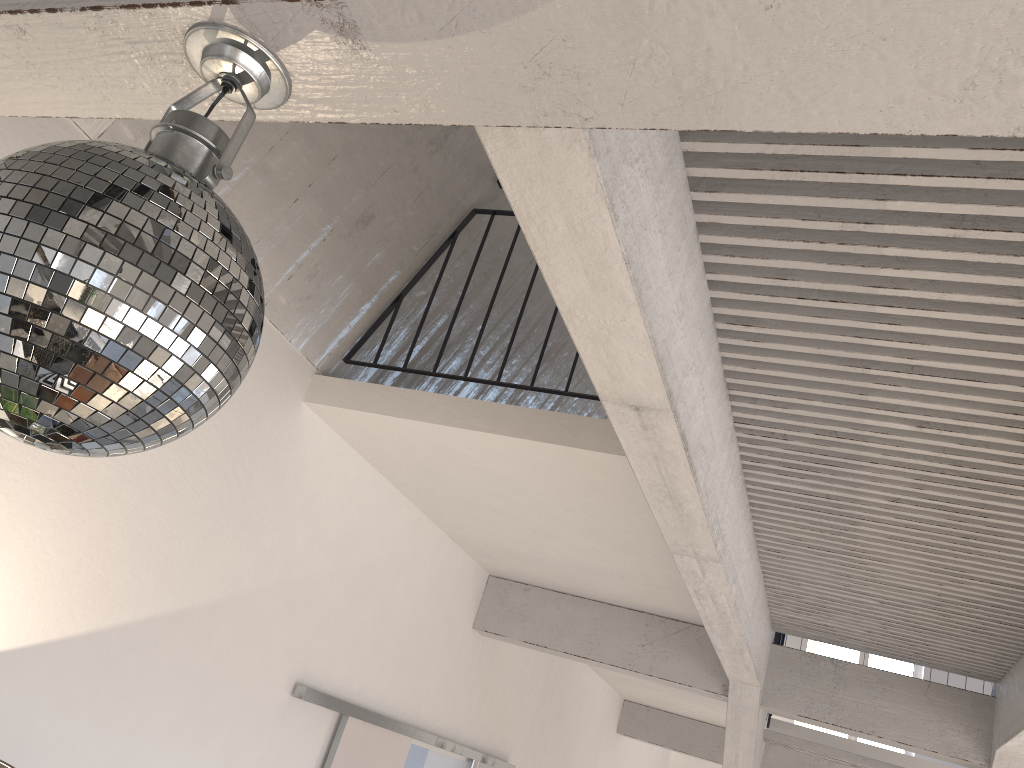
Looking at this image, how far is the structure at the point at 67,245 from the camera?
0.8m

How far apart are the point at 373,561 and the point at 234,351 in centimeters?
312cm

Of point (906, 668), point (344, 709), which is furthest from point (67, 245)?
point (906, 668)

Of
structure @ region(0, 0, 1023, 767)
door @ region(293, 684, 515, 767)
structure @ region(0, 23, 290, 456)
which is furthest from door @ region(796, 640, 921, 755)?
structure @ region(0, 23, 290, 456)

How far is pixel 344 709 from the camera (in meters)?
3.74

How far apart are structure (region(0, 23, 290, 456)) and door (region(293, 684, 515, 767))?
2.8m

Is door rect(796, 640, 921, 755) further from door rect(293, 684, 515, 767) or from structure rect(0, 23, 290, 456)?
structure rect(0, 23, 290, 456)

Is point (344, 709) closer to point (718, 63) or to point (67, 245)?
point (67, 245)

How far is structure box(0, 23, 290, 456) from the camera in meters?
0.8

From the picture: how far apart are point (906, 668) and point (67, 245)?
12.4m
